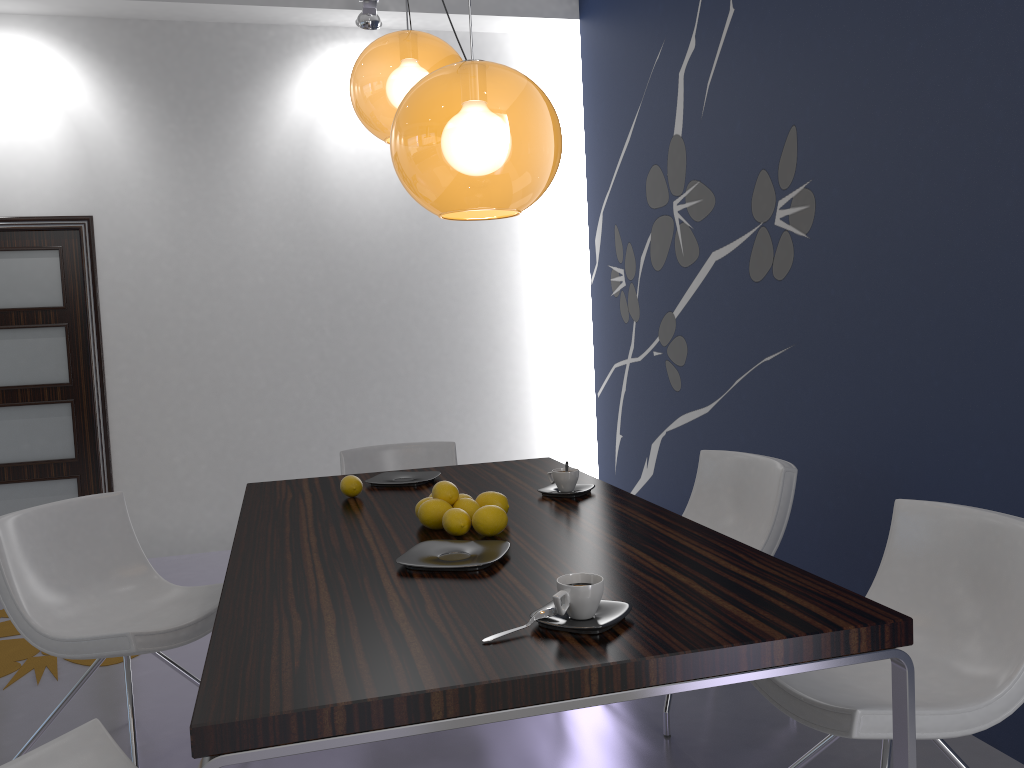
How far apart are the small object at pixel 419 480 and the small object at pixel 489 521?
0.8 meters

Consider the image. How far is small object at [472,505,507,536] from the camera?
2.1 meters

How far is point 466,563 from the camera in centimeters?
187cm

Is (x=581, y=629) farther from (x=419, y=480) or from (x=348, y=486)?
(x=419, y=480)

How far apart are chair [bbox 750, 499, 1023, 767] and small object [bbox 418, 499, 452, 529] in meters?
0.8

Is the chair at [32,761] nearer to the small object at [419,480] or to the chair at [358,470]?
the small object at [419,480]

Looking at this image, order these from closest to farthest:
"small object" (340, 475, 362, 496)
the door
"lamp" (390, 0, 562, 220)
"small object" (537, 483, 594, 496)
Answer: "lamp" (390, 0, 562, 220), "small object" (537, 483, 594, 496), "small object" (340, 475, 362, 496), the door

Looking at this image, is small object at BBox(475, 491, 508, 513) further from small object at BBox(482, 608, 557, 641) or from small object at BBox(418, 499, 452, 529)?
small object at BBox(482, 608, 557, 641)

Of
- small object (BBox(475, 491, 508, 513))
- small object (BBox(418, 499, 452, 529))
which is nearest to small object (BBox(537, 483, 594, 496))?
small object (BBox(475, 491, 508, 513))

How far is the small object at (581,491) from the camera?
2.6m
